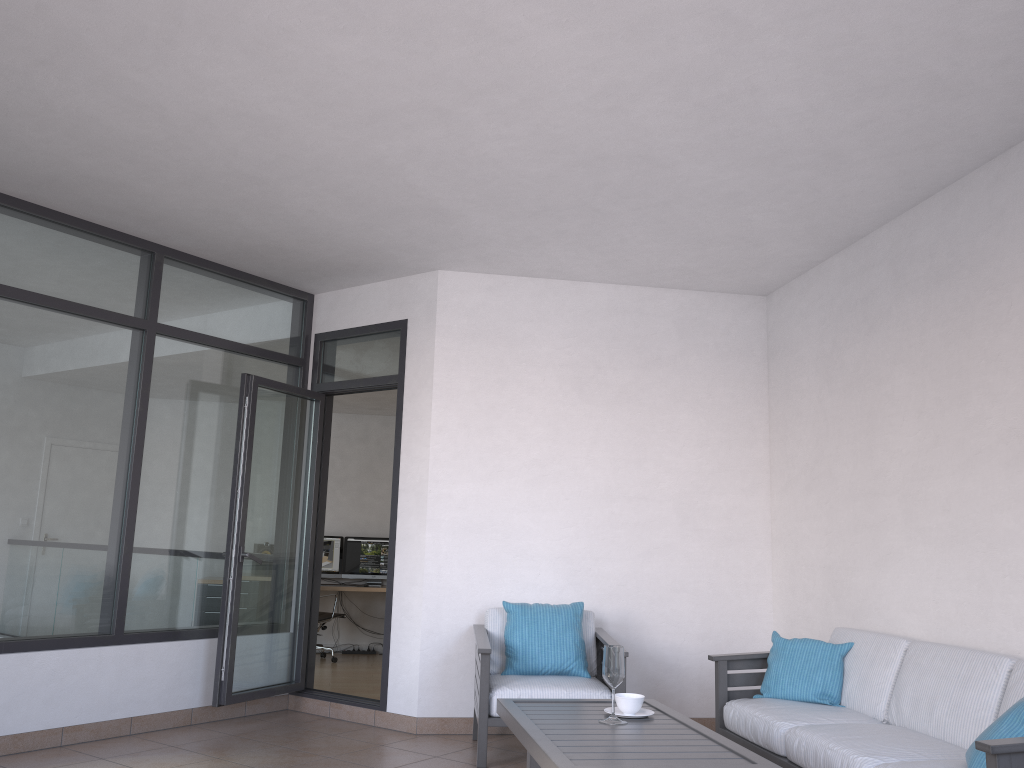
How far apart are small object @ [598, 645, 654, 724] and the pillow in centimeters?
116cm

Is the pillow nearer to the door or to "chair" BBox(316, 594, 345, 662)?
the door

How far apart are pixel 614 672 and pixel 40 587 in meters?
3.2 m

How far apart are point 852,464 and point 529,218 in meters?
2.3 m

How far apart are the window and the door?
0.1m

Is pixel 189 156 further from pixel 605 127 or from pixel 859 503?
pixel 859 503

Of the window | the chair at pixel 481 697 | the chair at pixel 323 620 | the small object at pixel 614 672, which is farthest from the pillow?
the chair at pixel 323 620

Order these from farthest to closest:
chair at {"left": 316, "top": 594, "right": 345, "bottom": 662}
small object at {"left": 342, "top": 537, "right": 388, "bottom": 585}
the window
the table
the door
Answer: small object at {"left": 342, "top": 537, "right": 388, "bottom": 585} → chair at {"left": 316, "top": 594, "right": 345, "bottom": 662} → the door → the window → the table

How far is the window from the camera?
4.8m

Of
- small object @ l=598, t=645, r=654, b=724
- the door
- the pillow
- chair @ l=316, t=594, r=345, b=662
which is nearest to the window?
the door
